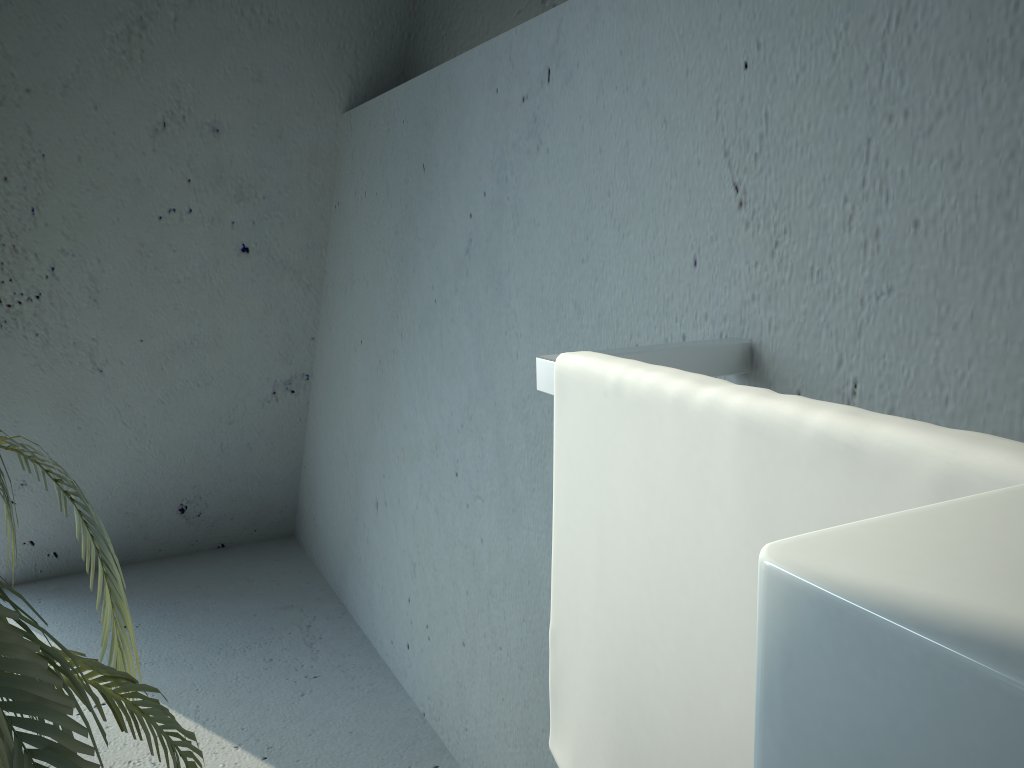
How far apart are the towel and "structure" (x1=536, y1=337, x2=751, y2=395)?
0.0 meters

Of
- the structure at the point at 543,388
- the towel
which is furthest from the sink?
the structure at the point at 543,388

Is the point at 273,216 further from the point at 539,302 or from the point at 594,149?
the point at 594,149

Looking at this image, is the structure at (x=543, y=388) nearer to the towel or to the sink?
the towel

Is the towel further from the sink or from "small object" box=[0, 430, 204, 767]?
"small object" box=[0, 430, 204, 767]

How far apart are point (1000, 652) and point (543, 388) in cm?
58

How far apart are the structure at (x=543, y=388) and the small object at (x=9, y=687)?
0.7 meters

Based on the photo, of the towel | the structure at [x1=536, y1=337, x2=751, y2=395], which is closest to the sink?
the towel

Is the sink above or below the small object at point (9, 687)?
above

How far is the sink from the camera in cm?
15
